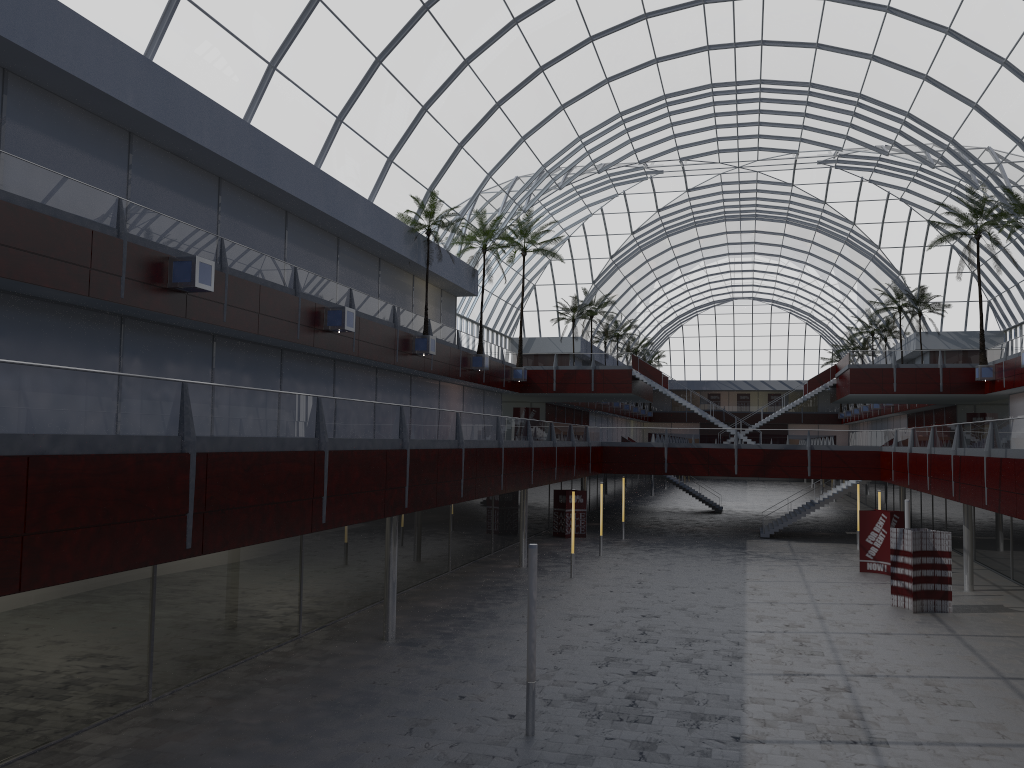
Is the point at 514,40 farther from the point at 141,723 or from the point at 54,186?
the point at 141,723
